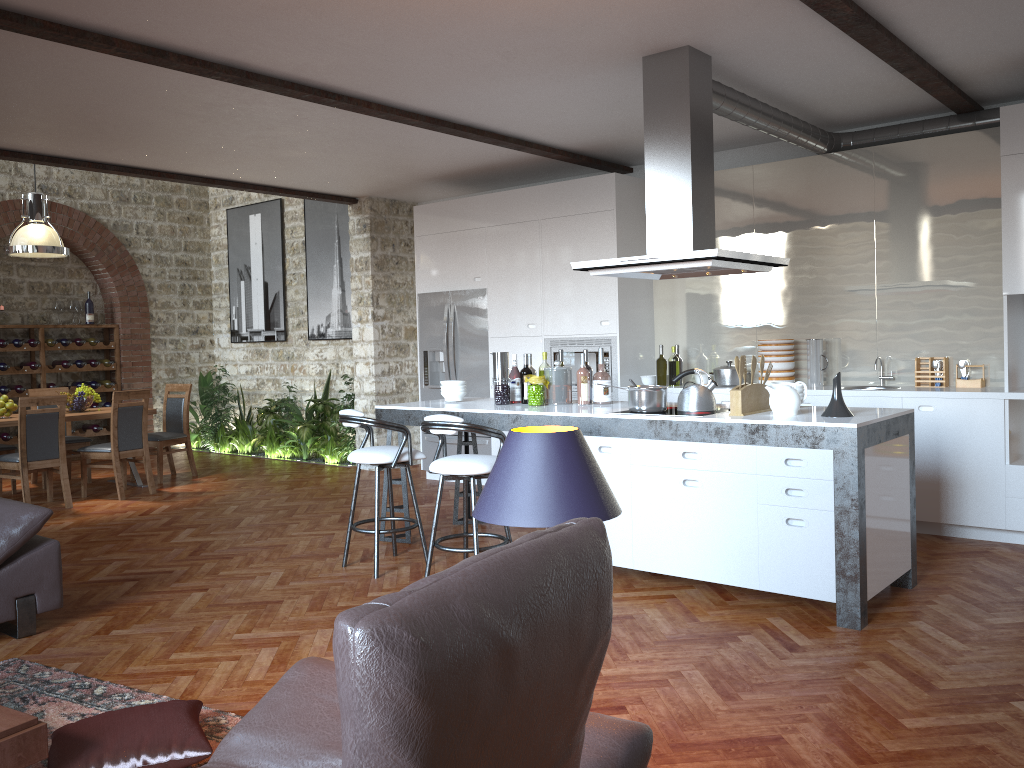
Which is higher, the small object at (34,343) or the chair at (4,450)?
the small object at (34,343)

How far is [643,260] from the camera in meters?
4.6

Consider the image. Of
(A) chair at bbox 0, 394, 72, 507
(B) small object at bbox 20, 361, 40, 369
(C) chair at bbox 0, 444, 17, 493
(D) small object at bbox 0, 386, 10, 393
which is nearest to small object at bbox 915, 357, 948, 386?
(A) chair at bbox 0, 394, 72, 507

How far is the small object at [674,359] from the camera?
7.1 meters

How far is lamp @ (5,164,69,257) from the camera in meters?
8.1

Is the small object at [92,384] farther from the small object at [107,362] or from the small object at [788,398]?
the small object at [788,398]

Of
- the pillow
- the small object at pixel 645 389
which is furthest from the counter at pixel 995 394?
the pillow

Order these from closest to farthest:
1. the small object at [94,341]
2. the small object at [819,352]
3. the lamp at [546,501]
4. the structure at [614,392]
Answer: the lamp at [546,501]
the small object at [819,352]
the structure at [614,392]
the small object at [94,341]

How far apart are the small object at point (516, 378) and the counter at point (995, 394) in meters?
1.6 m

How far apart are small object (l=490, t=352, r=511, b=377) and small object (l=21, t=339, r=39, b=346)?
7.35m
